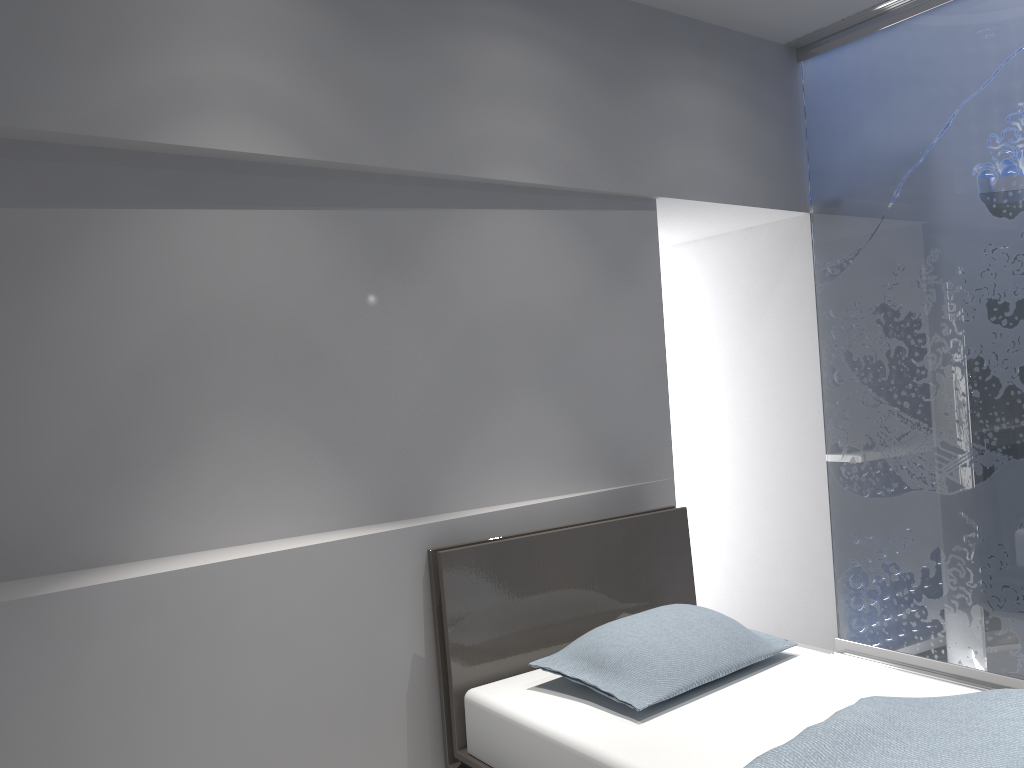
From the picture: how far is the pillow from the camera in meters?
2.4

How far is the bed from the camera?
1.96m

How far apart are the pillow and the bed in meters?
0.0

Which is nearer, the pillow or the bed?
the bed

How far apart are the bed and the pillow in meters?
0.0

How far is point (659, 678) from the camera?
2.4 meters

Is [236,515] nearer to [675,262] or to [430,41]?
[430,41]

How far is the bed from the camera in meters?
2.0
